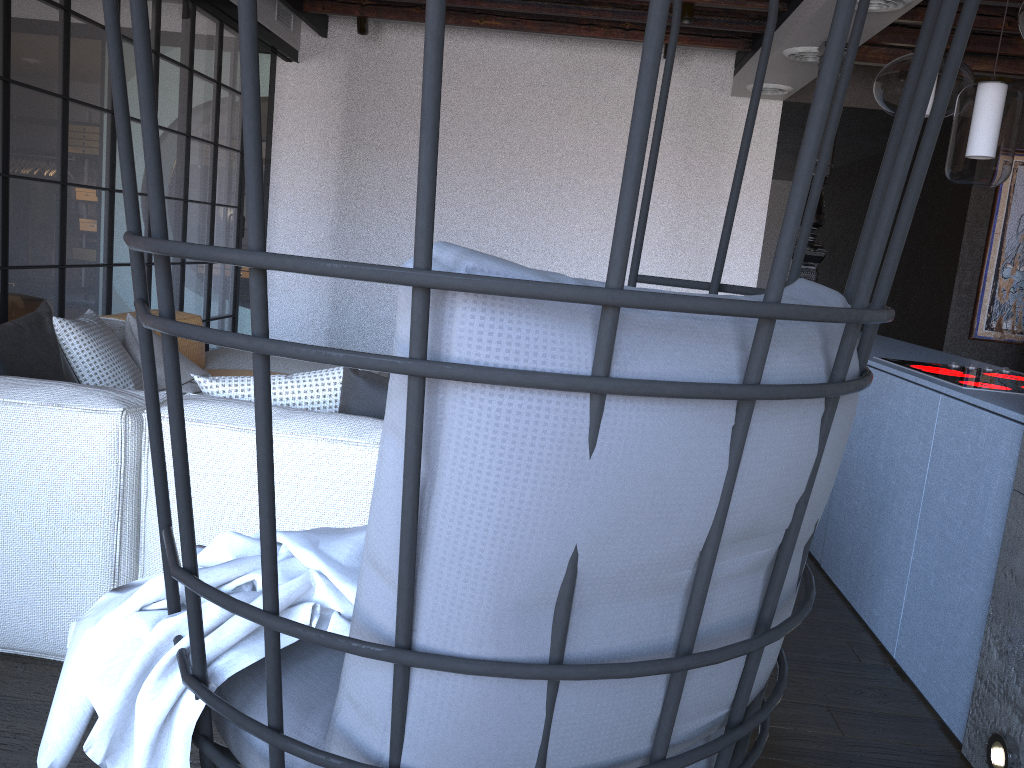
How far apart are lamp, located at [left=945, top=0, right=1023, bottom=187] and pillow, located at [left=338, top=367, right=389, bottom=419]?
1.99m

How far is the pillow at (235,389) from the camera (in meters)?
2.34

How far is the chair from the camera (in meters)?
0.57

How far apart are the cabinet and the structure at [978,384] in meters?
0.1 m

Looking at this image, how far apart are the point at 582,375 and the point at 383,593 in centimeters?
23cm

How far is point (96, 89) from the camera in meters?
4.2

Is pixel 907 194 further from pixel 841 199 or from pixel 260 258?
pixel 841 199

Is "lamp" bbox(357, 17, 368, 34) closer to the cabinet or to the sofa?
the sofa

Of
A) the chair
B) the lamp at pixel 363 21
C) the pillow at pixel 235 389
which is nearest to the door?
the lamp at pixel 363 21

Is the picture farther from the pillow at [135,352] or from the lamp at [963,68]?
the pillow at [135,352]
